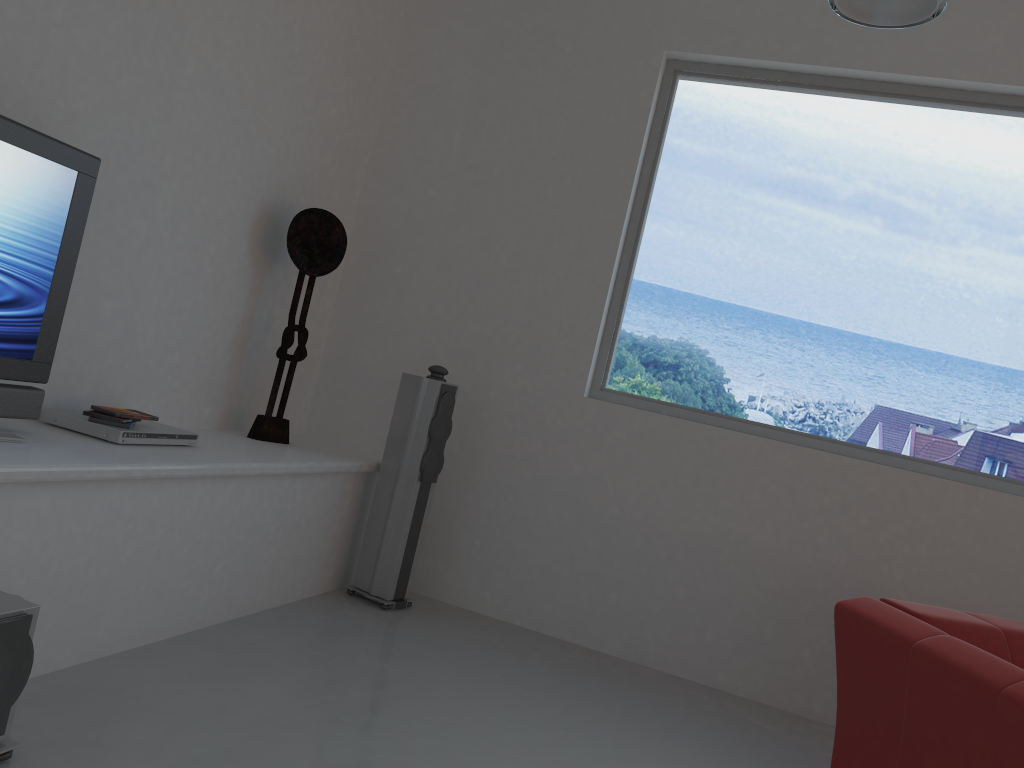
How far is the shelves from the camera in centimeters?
247cm

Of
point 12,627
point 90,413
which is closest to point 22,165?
point 90,413

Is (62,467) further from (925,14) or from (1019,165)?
(1019,165)

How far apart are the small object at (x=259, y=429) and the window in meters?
1.4 m

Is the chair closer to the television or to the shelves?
the shelves

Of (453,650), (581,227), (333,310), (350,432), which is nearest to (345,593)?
(453,650)

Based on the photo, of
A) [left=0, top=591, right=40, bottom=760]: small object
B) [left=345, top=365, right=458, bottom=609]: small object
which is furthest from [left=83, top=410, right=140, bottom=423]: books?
[left=345, top=365, right=458, bottom=609]: small object

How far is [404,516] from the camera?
4.2m

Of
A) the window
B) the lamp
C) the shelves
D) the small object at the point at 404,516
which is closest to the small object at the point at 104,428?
the shelves

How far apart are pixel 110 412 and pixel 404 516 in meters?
1.5
